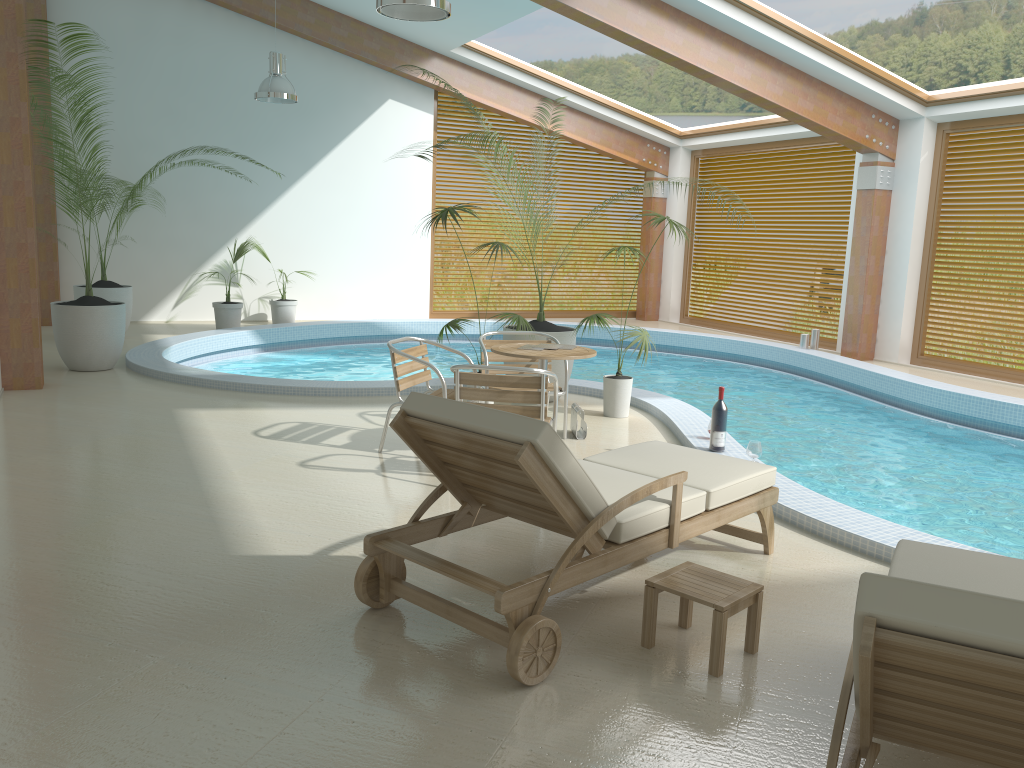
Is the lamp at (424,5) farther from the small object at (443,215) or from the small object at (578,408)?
the small object at (578,408)

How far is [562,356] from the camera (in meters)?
5.55

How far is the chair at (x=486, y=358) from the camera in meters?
6.3

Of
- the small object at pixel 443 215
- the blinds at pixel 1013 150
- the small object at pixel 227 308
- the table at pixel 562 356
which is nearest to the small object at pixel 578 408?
the table at pixel 562 356

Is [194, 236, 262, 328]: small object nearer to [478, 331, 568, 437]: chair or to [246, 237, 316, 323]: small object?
[246, 237, 316, 323]: small object

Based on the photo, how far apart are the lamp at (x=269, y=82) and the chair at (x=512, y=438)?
7.63m

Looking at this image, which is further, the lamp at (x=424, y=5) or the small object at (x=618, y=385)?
the small object at (x=618, y=385)

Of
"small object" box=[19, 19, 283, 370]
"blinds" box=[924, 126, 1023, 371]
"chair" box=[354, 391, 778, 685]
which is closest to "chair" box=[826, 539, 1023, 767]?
"chair" box=[354, 391, 778, 685]

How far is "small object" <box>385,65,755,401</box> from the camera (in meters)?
7.67

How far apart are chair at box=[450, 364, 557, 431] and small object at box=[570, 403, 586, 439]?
1.1 meters
